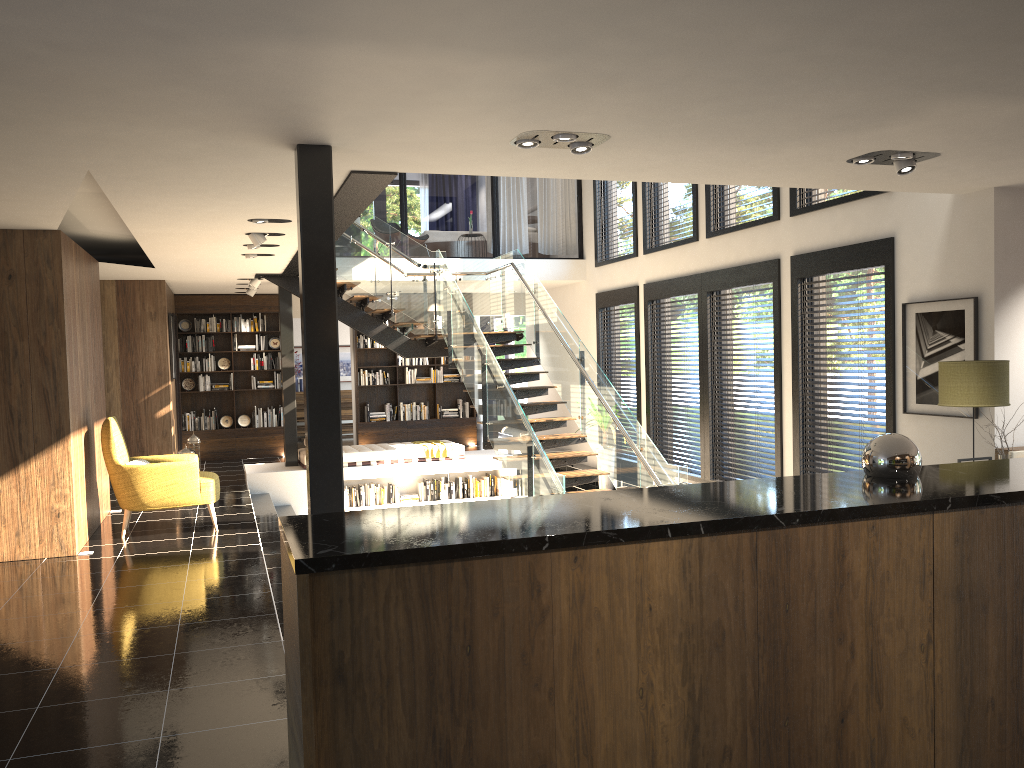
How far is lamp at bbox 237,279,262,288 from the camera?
11.9m

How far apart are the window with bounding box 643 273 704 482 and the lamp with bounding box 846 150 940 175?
4.92m

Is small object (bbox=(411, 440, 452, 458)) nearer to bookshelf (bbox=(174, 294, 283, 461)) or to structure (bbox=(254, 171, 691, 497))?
structure (bbox=(254, 171, 691, 497))

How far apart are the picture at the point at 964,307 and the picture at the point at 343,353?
13.2m

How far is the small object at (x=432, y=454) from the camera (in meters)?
12.59

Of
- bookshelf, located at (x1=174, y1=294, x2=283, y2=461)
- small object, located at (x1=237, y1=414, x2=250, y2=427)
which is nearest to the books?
bookshelf, located at (x1=174, y1=294, x2=283, y2=461)

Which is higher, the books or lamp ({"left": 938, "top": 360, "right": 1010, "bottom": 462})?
lamp ({"left": 938, "top": 360, "right": 1010, "bottom": 462})

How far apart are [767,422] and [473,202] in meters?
16.0 m

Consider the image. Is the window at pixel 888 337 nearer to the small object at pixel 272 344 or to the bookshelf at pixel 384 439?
the bookshelf at pixel 384 439

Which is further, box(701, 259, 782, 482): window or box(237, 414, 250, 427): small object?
box(237, 414, 250, 427): small object
